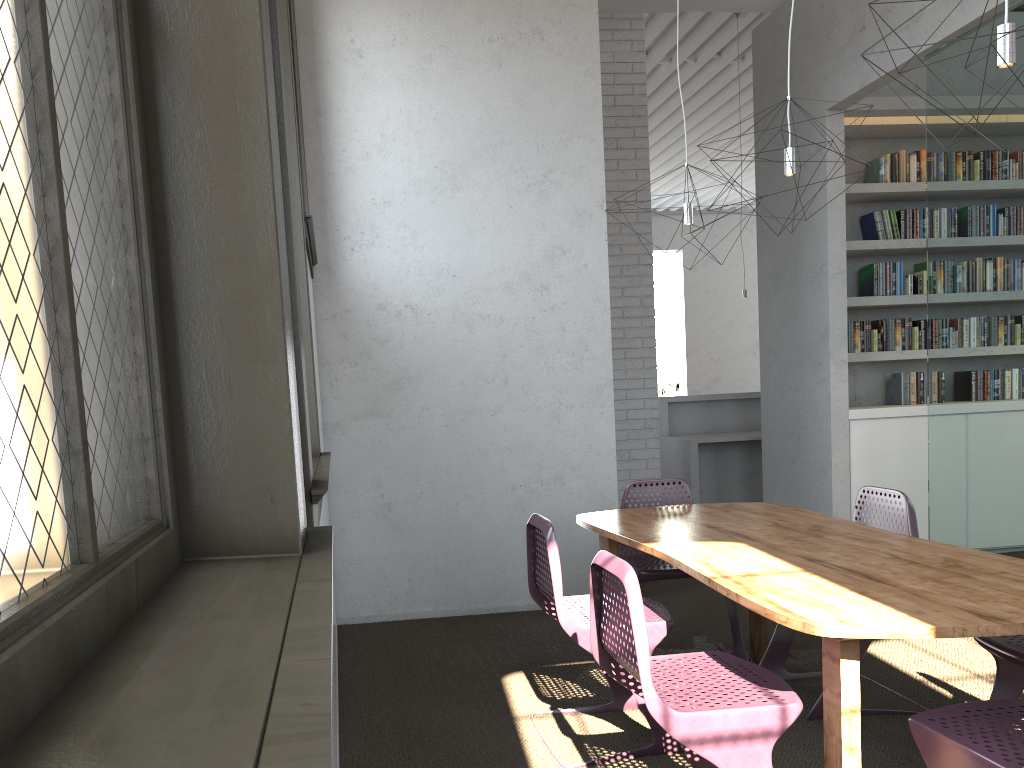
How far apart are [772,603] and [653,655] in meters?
2.0 m

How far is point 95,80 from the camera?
0.8 meters
